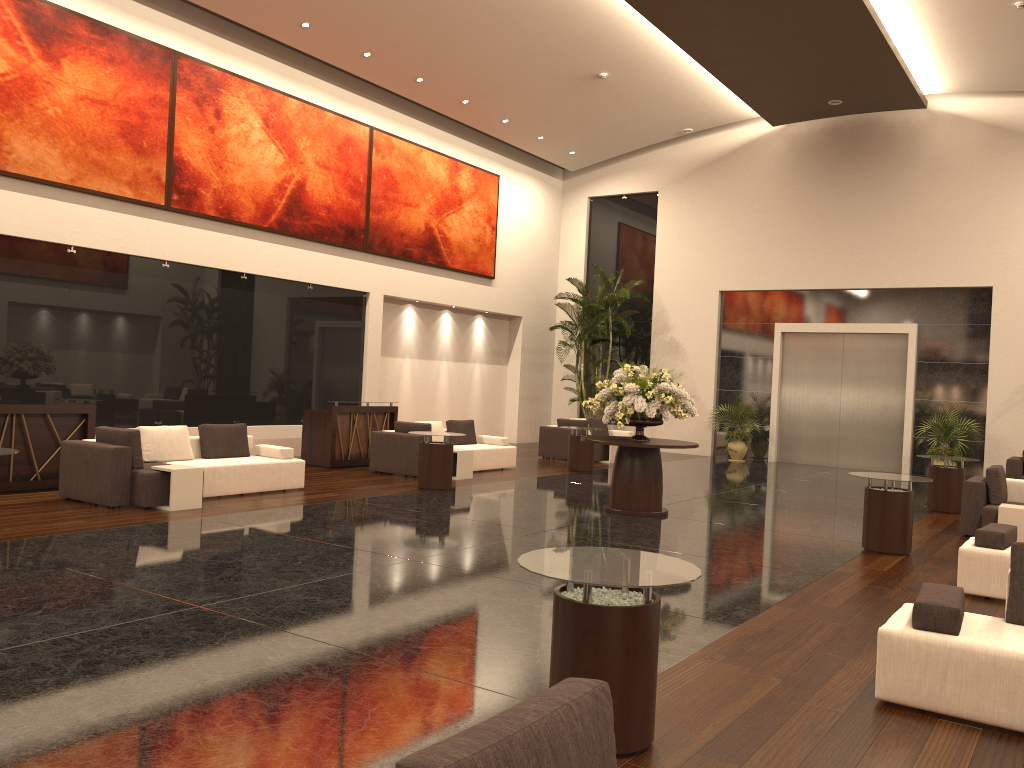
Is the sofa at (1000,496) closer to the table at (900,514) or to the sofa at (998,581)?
the table at (900,514)

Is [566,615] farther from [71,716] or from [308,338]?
[308,338]

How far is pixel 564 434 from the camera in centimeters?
1844cm

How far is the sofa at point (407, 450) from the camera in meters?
14.0 m

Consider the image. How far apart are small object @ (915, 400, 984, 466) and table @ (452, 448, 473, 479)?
9.7m

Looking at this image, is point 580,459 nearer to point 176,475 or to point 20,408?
point 176,475

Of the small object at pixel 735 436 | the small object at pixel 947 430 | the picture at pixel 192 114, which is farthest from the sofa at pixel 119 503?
the small object at pixel 947 430

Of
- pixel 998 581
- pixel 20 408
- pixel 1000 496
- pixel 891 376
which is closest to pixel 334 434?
pixel 20 408

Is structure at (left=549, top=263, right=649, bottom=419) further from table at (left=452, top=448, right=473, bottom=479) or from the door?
table at (left=452, top=448, right=473, bottom=479)

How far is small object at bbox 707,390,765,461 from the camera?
20.30m
